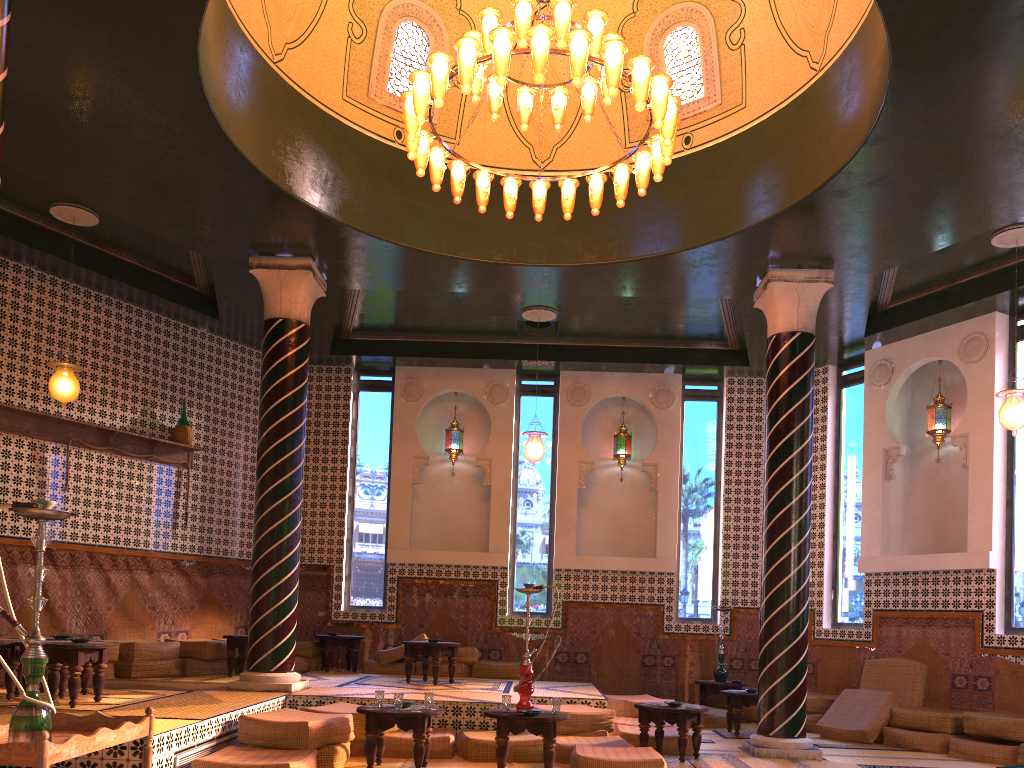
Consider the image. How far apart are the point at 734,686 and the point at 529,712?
6.54m

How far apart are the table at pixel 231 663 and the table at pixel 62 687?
3.0m

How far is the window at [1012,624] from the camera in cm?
1104

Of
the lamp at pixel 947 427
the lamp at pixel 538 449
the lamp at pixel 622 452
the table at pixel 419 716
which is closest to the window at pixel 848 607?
the lamp at pixel 947 427

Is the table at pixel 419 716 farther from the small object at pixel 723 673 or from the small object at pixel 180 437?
the small object at pixel 723 673

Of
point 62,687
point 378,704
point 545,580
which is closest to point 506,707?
point 378,704

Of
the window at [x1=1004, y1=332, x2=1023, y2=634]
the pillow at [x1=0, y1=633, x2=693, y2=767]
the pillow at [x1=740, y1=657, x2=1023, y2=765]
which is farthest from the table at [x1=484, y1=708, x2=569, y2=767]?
the window at [x1=1004, y1=332, x2=1023, y2=634]

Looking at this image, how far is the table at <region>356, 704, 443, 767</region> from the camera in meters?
7.6

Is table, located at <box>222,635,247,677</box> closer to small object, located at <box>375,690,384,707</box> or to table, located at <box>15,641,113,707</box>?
table, located at <box>15,641,113,707</box>

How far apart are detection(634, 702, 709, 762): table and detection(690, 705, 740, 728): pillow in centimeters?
297cm
